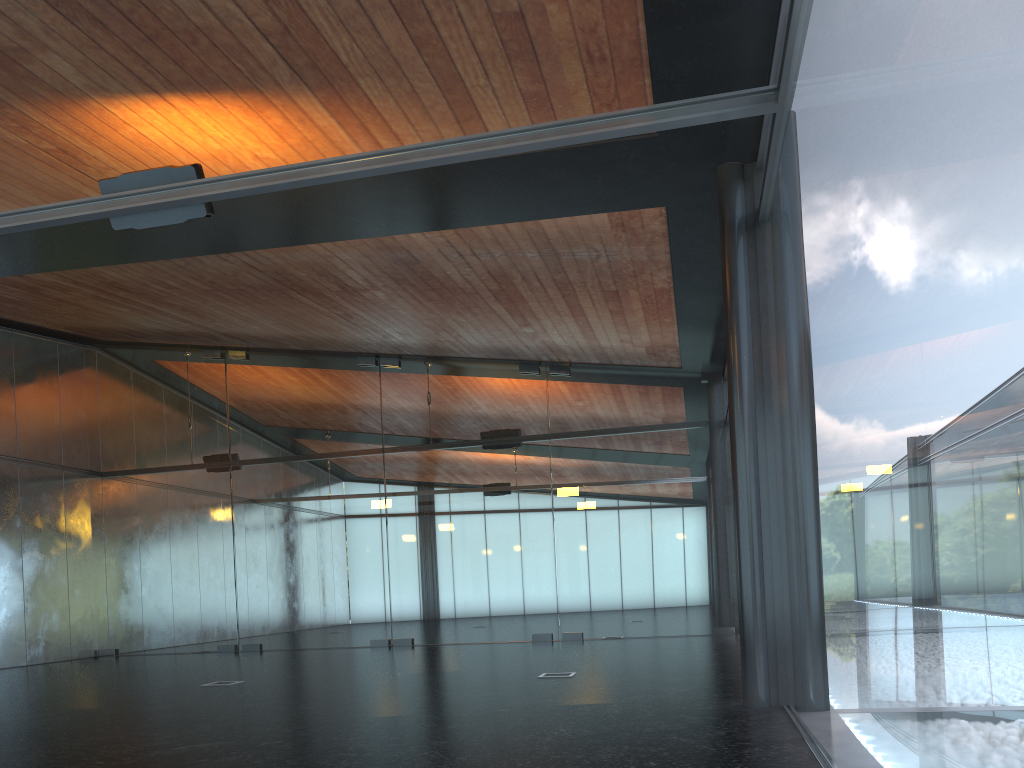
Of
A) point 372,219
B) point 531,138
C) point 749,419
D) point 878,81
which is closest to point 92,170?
point 372,219

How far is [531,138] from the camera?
6.1m
